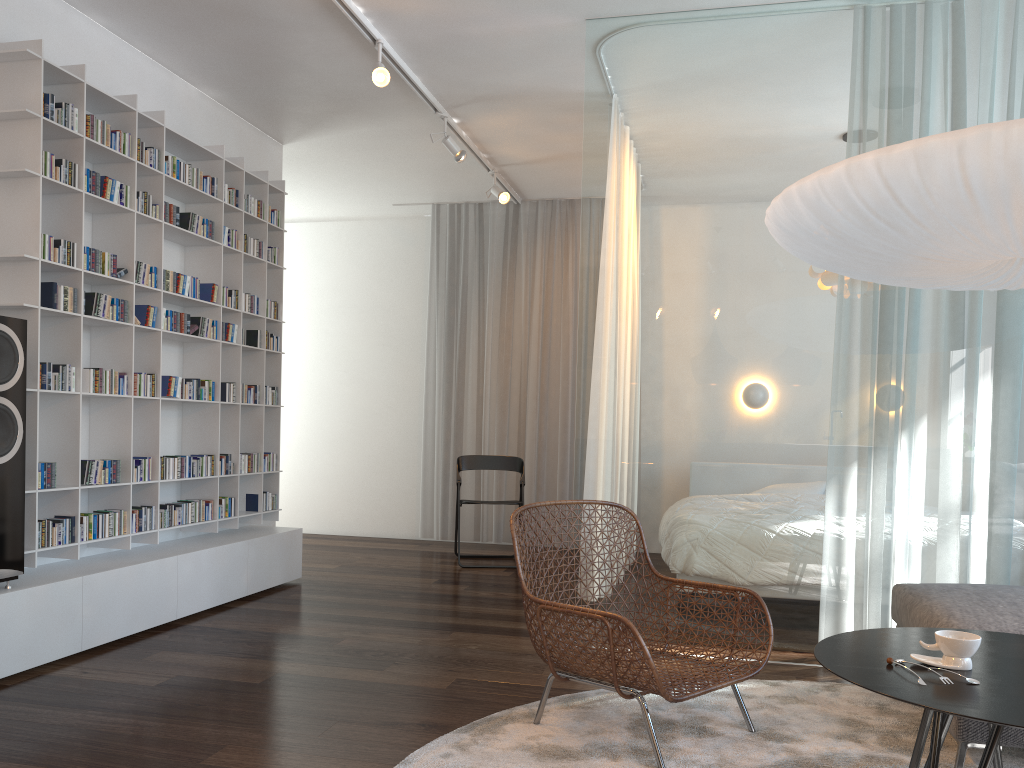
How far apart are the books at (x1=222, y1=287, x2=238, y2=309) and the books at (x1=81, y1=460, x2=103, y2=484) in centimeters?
129cm

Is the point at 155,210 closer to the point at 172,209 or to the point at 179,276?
the point at 172,209

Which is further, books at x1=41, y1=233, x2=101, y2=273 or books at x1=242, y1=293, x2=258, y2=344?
books at x1=242, y1=293, x2=258, y2=344

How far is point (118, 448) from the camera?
4.1 meters

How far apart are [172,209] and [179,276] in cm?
33

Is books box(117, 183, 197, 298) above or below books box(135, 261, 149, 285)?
above

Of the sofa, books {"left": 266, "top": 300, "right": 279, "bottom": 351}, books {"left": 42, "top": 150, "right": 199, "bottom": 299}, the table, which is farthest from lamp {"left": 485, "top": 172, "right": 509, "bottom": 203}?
the table

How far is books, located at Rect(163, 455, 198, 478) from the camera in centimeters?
439cm

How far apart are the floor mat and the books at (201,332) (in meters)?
2.70

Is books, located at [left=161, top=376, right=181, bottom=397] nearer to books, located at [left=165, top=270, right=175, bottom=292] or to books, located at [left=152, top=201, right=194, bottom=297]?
books, located at [left=165, top=270, right=175, bottom=292]
